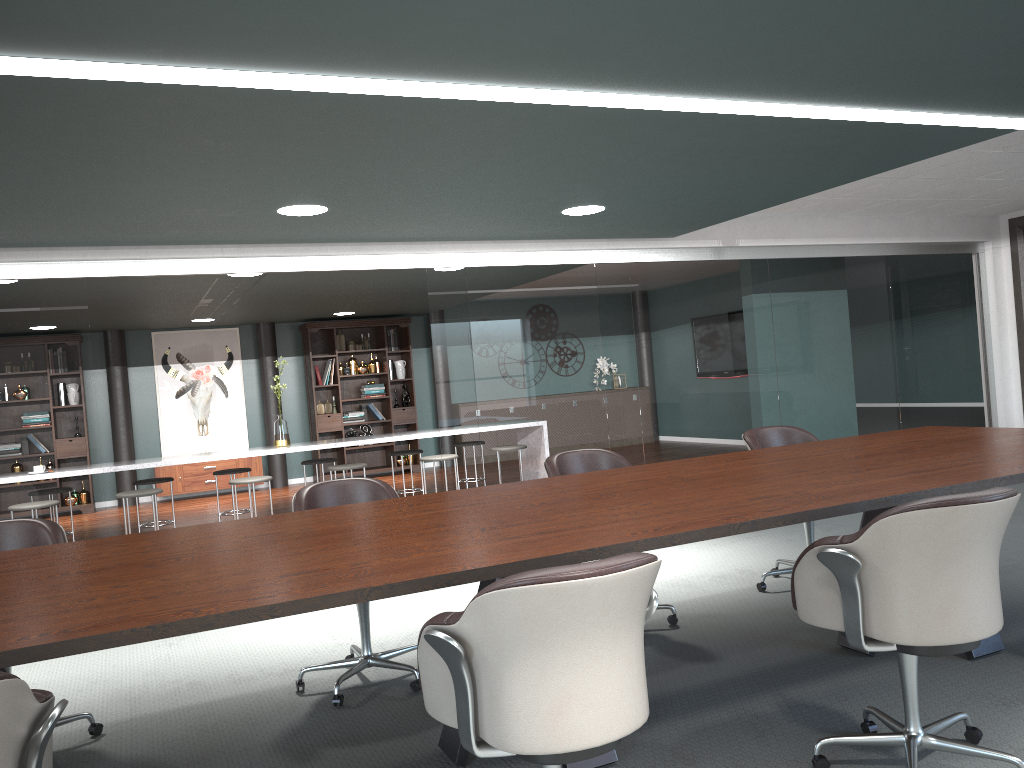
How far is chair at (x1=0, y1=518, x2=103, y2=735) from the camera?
3.07m

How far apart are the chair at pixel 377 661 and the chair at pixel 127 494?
3.28m

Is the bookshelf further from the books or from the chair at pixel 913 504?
the chair at pixel 913 504

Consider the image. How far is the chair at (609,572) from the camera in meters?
1.6 m

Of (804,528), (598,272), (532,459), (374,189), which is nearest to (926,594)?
(804,528)

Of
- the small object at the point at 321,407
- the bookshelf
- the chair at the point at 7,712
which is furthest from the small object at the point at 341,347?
the chair at the point at 7,712

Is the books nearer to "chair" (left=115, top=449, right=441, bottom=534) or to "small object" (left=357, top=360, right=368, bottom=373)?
"small object" (left=357, top=360, right=368, bottom=373)

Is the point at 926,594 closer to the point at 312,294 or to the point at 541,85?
the point at 541,85

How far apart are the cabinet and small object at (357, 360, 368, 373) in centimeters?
165cm

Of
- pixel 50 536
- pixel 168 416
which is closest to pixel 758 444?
pixel 50 536
